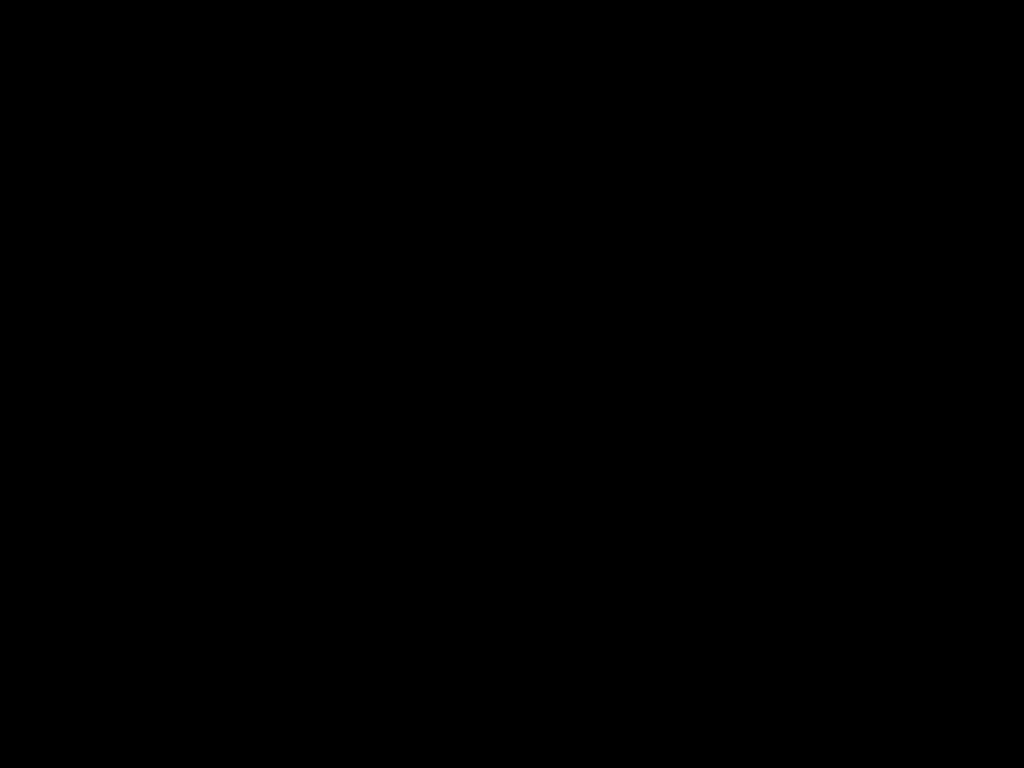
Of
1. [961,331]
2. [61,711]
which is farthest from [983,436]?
[61,711]

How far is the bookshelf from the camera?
2.78m

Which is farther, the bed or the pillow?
the pillow

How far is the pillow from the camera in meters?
2.8

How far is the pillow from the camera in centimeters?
277cm

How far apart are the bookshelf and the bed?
0.0 meters

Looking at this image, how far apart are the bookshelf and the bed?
0.0 meters

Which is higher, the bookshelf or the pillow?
the pillow

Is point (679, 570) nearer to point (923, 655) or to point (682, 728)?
point (923, 655)

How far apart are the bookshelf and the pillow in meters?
0.0
